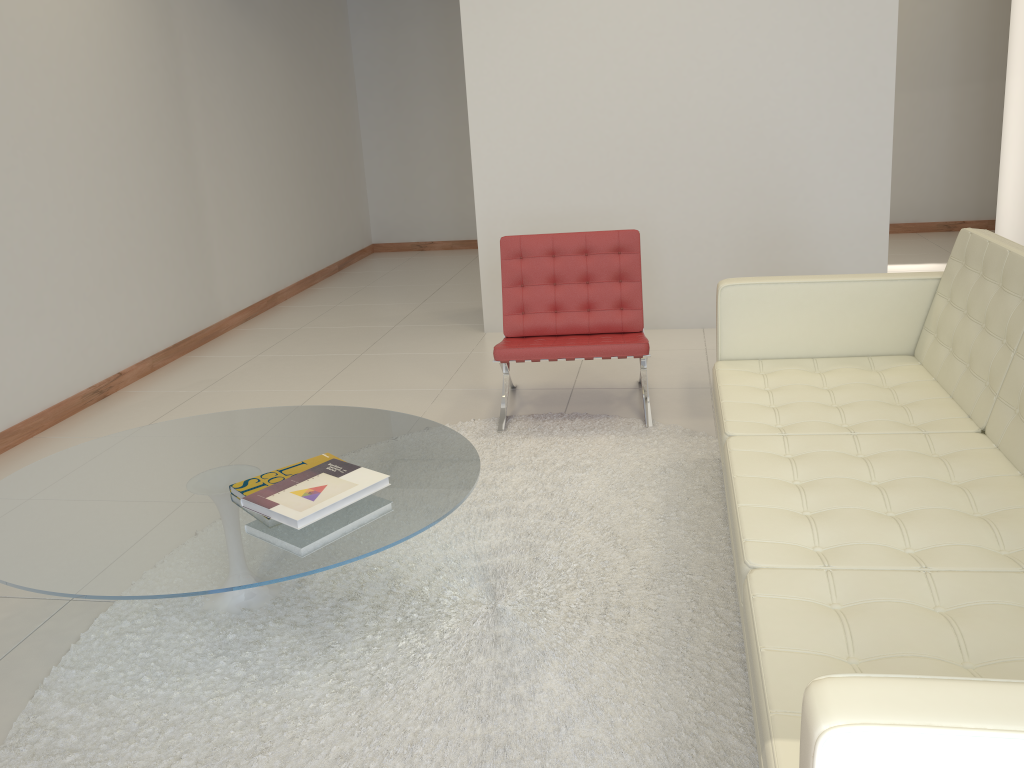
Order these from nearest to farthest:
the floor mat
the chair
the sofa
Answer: the sofa, the floor mat, the chair

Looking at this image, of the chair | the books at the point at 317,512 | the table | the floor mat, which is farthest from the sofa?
the books at the point at 317,512

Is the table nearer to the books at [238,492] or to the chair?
the books at [238,492]

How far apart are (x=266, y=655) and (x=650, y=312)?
3.7m

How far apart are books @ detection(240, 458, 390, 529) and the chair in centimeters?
142cm

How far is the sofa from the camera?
A: 1.1m

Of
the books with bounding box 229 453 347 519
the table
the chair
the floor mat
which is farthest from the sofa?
the books with bounding box 229 453 347 519

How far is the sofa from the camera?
1.1m

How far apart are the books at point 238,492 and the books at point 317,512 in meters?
0.1 m

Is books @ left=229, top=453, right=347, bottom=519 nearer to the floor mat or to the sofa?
the floor mat
